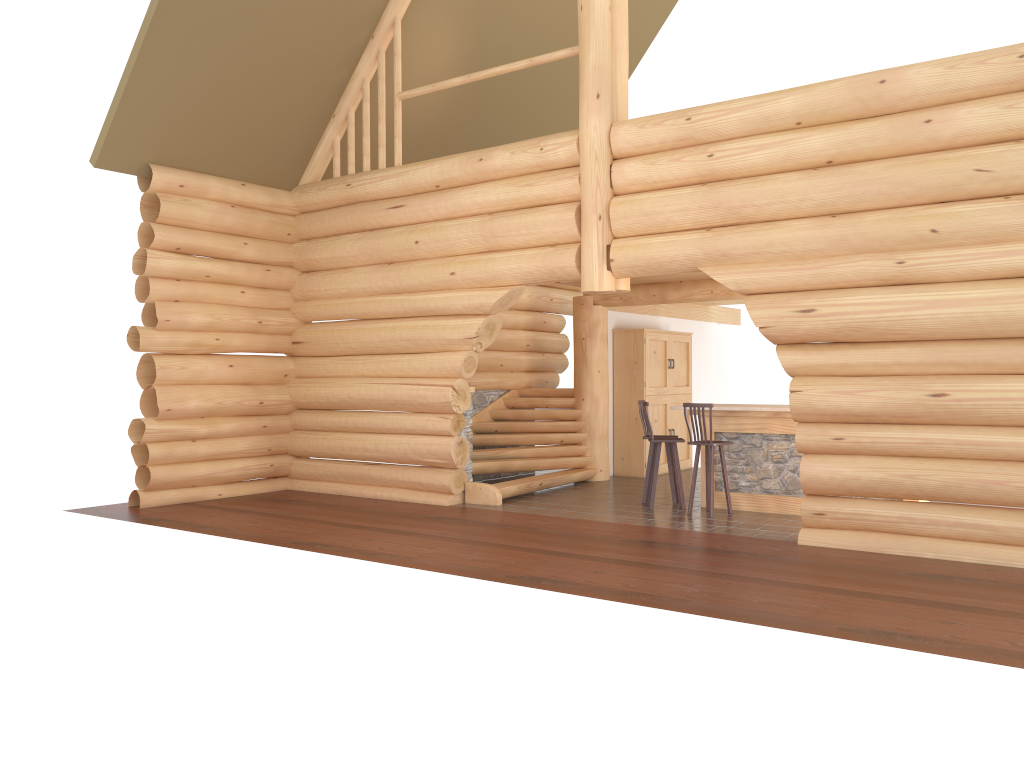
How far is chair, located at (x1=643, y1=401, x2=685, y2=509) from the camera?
10.84m

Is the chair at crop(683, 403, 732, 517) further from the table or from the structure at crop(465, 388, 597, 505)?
the structure at crop(465, 388, 597, 505)

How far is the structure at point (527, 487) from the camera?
12.0 meters

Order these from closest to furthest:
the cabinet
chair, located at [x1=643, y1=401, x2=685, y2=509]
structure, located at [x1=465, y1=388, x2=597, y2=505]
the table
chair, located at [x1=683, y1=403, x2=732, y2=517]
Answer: chair, located at [x1=683, y1=403, x2=732, y2=517], the table, chair, located at [x1=643, y1=401, x2=685, y2=509], structure, located at [x1=465, y1=388, x2=597, y2=505], the cabinet

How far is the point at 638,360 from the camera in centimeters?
1436cm

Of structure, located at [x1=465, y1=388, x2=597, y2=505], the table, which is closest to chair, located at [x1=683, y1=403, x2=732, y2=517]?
the table

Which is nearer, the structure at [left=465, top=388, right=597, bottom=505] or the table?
the table

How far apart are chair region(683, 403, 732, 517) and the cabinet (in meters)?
3.62

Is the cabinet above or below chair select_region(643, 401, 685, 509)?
above

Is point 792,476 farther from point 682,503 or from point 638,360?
point 638,360
